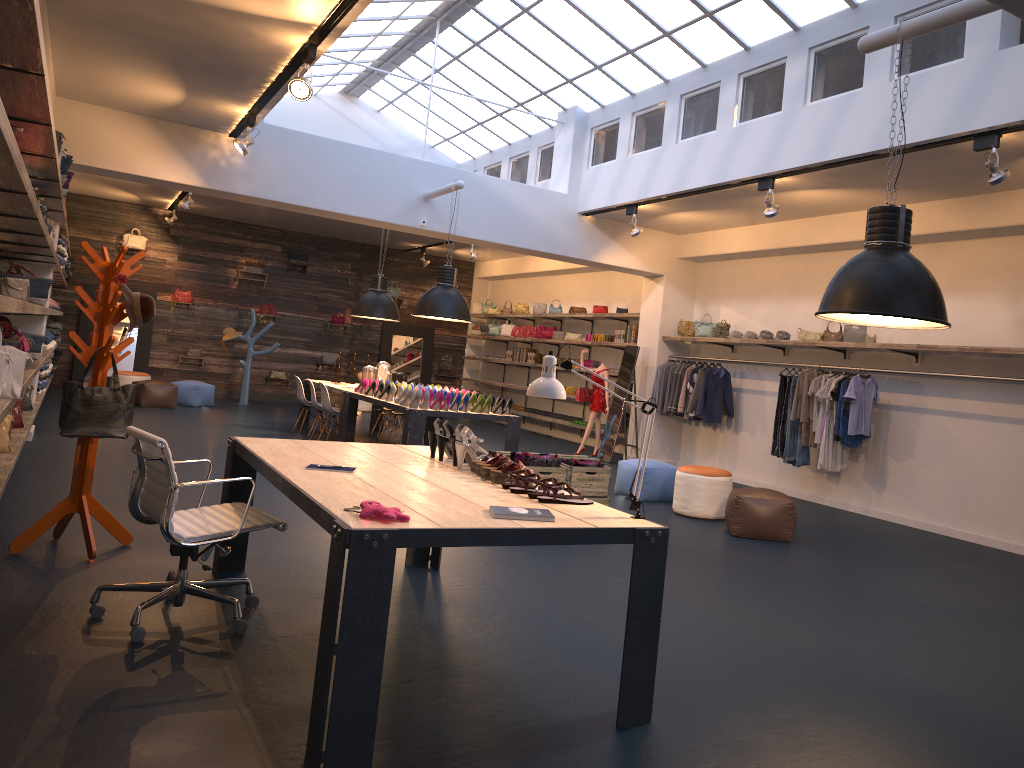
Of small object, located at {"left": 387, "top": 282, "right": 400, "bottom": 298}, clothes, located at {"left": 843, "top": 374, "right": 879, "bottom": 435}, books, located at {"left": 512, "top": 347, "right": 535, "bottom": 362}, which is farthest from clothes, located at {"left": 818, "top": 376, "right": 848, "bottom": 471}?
small object, located at {"left": 387, "top": 282, "right": 400, "bottom": 298}

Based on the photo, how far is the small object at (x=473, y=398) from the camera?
9.70m

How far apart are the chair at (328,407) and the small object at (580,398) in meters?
3.9 m

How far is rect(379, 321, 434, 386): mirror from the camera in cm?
1954

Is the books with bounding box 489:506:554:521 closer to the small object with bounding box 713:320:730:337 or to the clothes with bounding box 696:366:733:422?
the clothes with bounding box 696:366:733:422

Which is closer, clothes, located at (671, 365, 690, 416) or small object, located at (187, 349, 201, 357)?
clothes, located at (671, 365, 690, 416)

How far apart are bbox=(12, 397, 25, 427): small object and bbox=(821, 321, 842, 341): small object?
8.2 meters

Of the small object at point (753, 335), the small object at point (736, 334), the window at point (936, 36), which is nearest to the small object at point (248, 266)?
the window at point (936, 36)

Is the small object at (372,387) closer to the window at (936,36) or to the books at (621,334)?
the window at (936,36)

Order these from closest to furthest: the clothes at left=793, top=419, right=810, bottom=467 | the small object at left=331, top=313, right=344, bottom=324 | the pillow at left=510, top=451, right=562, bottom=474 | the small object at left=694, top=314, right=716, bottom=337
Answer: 1. the pillow at left=510, top=451, right=562, bottom=474
2. the clothes at left=793, top=419, right=810, bottom=467
3. the small object at left=694, top=314, right=716, bottom=337
4. the small object at left=331, top=313, right=344, bottom=324
